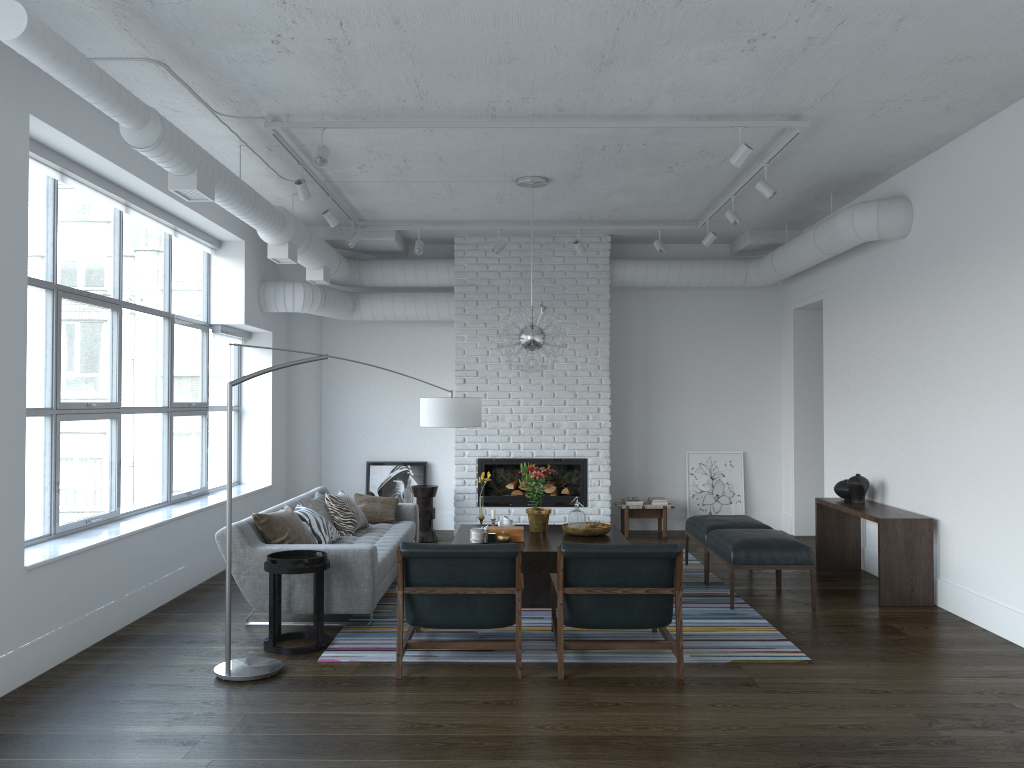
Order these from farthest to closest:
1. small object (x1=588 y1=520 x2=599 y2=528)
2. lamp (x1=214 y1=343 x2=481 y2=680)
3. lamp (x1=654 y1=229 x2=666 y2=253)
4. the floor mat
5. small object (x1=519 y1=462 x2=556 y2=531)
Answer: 1. lamp (x1=654 y1=229 x2=666 y2=253)
2. small object (x1=519 y1=462 x2=556 y2=531)
3. small object (x1=588 y1=520 x2=599 y2=528)
4. the floor mat
5. lamp (x1=214 y1=343 x2=481 y2=680)

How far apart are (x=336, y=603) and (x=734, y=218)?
Answer: 4.38m

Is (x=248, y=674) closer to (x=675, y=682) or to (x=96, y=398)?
(x=675, y=682)

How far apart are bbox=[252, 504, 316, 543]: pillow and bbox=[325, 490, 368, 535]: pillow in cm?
69

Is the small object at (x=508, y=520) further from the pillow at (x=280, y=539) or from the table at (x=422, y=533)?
the table at (x=422, y=533)

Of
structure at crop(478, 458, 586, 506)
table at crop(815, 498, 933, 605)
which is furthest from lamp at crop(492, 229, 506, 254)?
table at crop(815, 498, 933, 605)

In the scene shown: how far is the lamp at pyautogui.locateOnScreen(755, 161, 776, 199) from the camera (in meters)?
6.32

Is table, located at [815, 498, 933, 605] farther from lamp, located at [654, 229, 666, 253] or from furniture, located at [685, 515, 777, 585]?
lamp, located at [654, 229, 666, 253]

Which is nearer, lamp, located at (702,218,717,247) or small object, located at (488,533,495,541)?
small object, located at (488,533,495,541)

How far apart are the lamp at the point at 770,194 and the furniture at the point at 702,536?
2.56m
